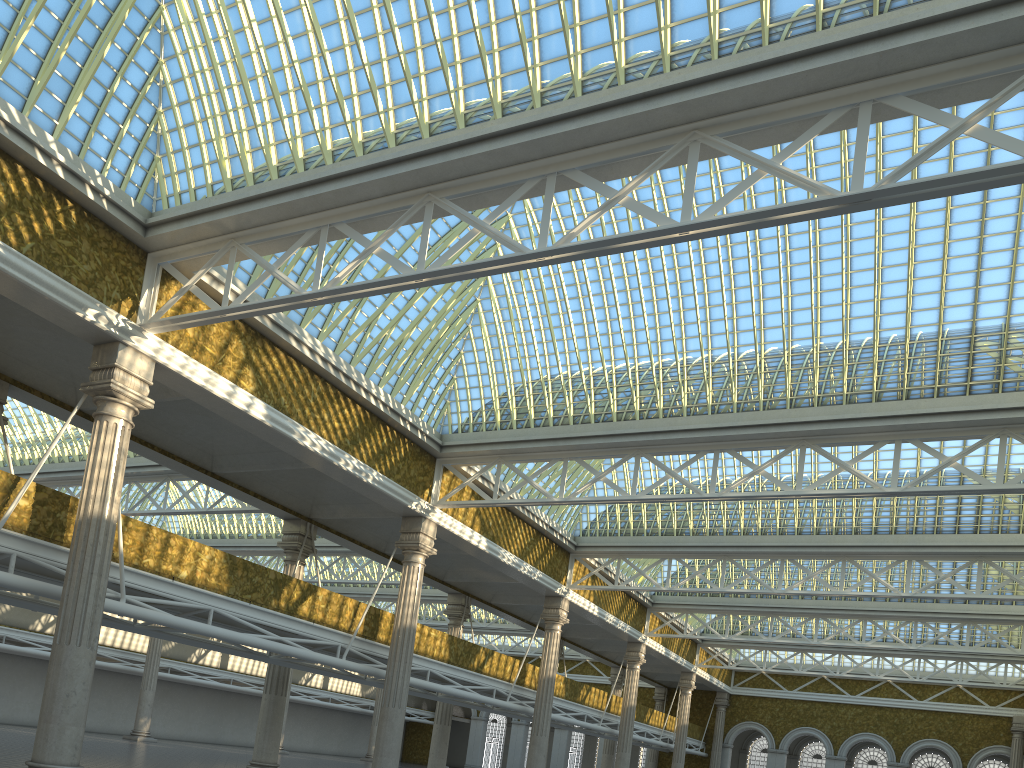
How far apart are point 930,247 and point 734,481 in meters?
14.3 m

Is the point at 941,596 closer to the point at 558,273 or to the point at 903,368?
the point at 903,368
